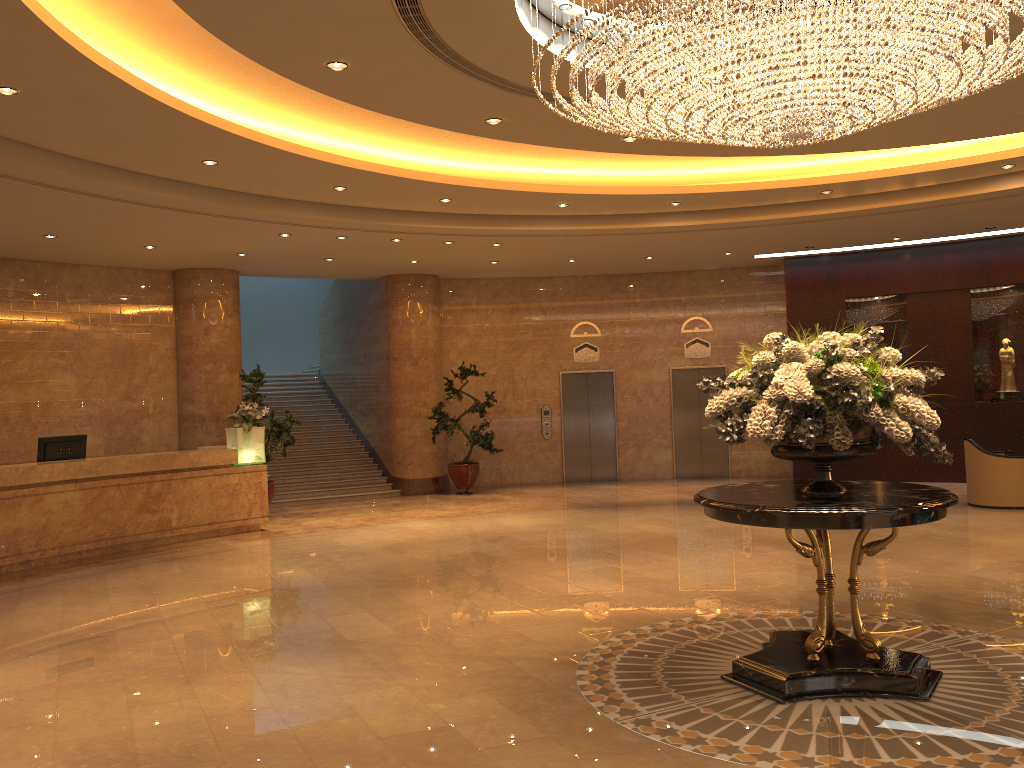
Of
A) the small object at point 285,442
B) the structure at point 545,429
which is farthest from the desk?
the structure at point 545,429

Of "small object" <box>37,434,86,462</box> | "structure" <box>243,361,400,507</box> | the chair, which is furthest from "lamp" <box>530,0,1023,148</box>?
"structure" <box>243,361,400,507</box>

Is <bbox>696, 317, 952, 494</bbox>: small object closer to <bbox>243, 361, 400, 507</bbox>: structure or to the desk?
the desk

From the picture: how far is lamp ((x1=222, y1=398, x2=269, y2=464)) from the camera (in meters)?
12.02

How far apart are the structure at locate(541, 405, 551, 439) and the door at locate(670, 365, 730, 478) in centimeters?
242cm

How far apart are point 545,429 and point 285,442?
5.42m

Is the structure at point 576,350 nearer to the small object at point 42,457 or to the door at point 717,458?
the door at point 717,458

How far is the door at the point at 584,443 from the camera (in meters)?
17.06

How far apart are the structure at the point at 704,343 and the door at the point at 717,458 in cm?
29

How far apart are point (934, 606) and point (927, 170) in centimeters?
580cm
